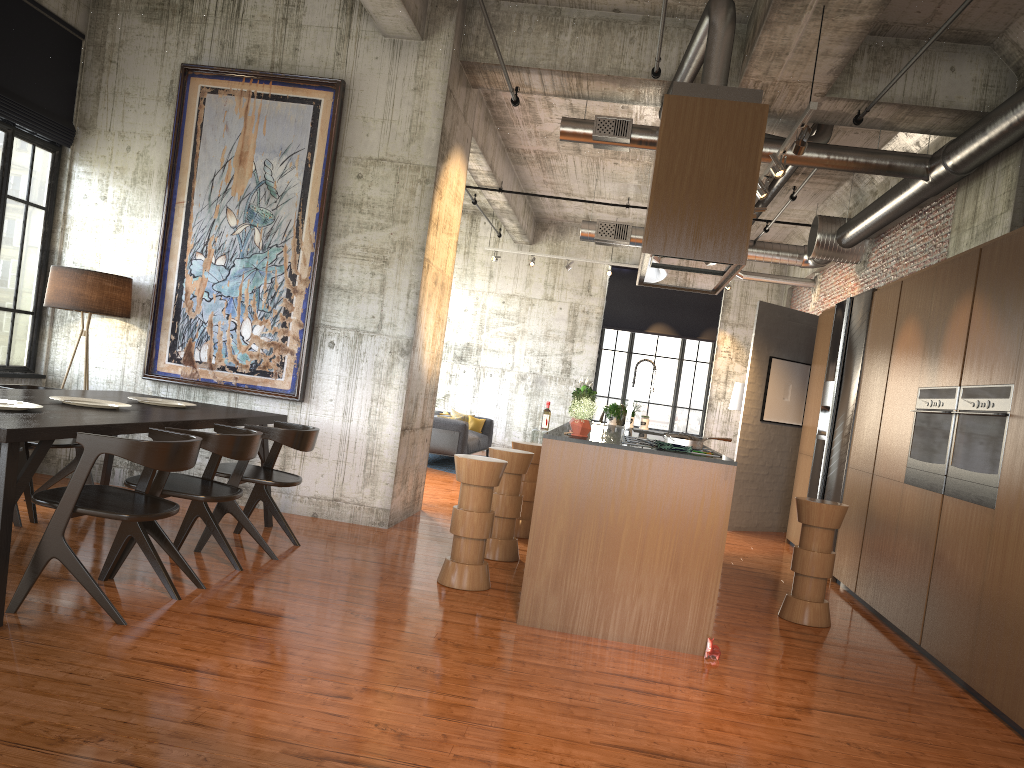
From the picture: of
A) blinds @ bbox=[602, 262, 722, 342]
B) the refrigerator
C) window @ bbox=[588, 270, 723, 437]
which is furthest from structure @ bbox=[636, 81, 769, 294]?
window @ bbox=[588, 270, 723, 437]

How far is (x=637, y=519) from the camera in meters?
5.7

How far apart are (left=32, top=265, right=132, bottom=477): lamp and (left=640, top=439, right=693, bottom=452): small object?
5.4m

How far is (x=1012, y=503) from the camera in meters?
5.3

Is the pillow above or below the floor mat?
above

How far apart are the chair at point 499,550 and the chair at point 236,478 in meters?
1.6

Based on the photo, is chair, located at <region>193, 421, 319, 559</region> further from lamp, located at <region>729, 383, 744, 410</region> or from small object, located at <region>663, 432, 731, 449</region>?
lamp, located at <region>729, 383, 744, 410</region>

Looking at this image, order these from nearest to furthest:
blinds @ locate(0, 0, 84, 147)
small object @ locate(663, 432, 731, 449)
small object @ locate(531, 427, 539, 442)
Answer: small object @ locate(663, 432, 731, 449), blinds @ locate(0, 0, 84, 147), small object @ locate(531, 427, 539, 442)

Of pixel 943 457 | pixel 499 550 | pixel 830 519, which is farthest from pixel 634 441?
pixel 943 457

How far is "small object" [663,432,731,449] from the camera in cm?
606
